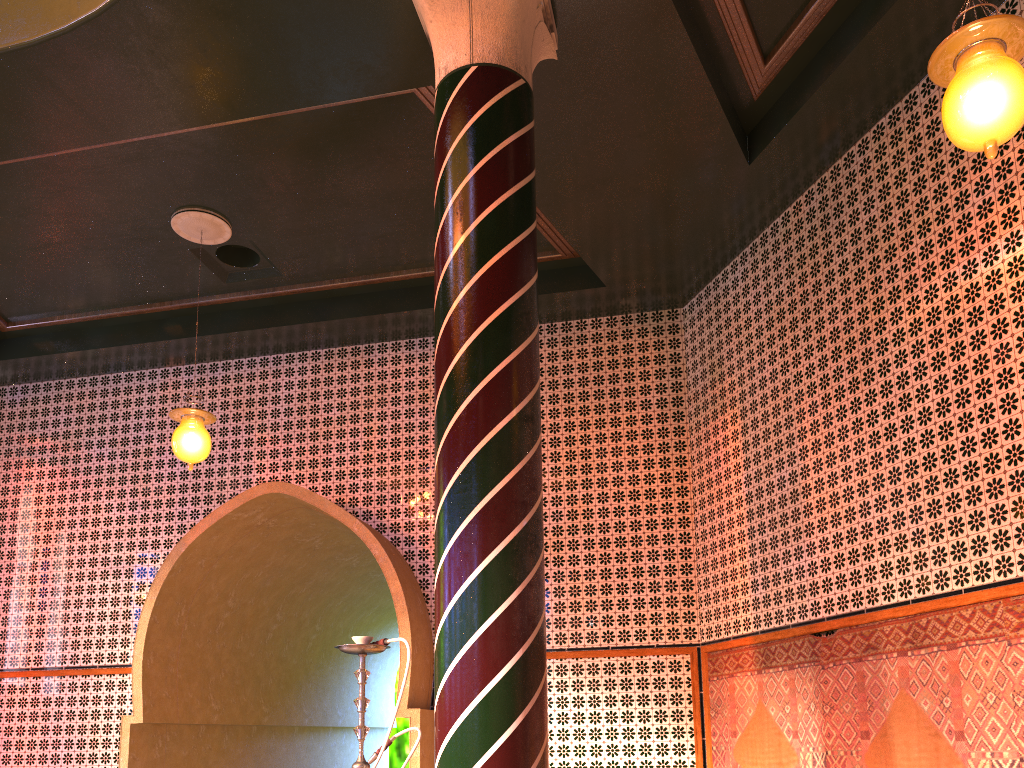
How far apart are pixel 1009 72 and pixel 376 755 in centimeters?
425cm

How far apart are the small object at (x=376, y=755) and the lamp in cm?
362

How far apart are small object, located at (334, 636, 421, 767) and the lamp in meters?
3.6

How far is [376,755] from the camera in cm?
436

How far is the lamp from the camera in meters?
3.7

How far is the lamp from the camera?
3.7 meters

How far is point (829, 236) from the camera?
7.1 meters

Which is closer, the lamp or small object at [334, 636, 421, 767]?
the lamp

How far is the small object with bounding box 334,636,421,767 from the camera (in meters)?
4.36

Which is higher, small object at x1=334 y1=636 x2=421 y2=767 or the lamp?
the lamp
